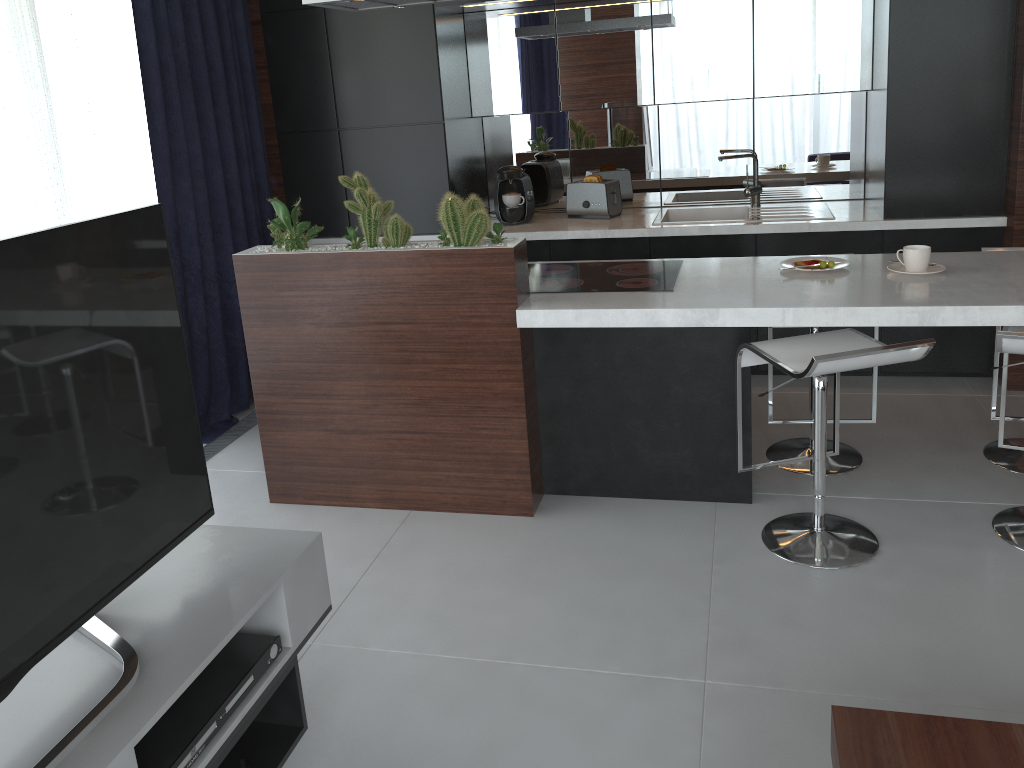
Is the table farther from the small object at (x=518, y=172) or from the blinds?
the small object at (x=518, y=172)

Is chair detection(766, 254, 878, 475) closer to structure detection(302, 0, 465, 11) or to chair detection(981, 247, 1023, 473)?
chair detection(981, 247, 1023, 473)

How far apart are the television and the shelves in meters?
0.0

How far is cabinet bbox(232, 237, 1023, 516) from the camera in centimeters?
281cm

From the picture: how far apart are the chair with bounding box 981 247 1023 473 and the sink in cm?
131

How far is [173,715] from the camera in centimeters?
A: 169cm

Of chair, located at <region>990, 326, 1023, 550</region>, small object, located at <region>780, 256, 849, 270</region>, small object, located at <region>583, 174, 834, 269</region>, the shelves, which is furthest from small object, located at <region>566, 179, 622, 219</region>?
the shelves

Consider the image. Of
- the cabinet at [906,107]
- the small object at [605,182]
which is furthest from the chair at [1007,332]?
the small object at [605,182]

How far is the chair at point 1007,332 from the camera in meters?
2.4 m

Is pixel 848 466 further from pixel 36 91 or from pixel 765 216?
pixel 36 91
